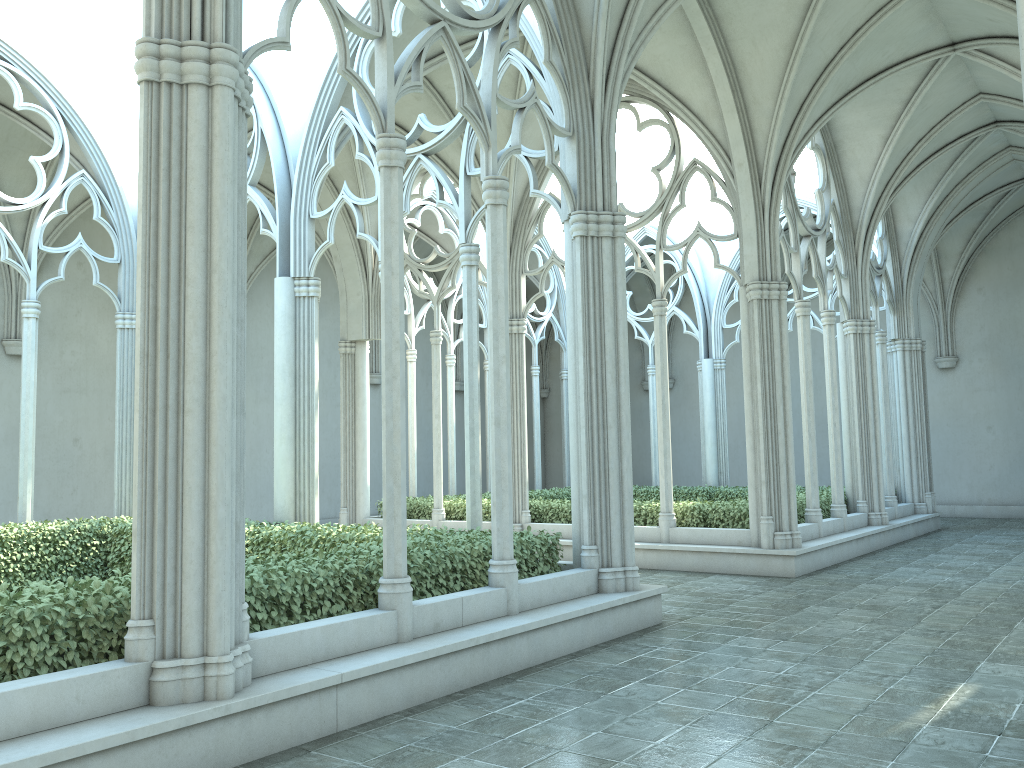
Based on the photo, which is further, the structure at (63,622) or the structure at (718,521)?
the structure at (718,521)

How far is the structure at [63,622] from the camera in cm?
485

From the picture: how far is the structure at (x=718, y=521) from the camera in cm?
1329

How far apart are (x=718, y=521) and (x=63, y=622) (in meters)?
10.13

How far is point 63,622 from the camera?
4.8 meters

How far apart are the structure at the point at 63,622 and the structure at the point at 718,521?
5.2 meters

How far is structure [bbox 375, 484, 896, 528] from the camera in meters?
13.3 m

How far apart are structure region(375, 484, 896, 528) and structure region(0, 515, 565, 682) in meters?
5.2 m

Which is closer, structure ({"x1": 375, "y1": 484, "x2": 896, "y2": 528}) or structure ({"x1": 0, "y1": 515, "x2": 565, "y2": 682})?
structure ({"x1": 0, "y1": 515, "x2": 565, "y2": 682})
